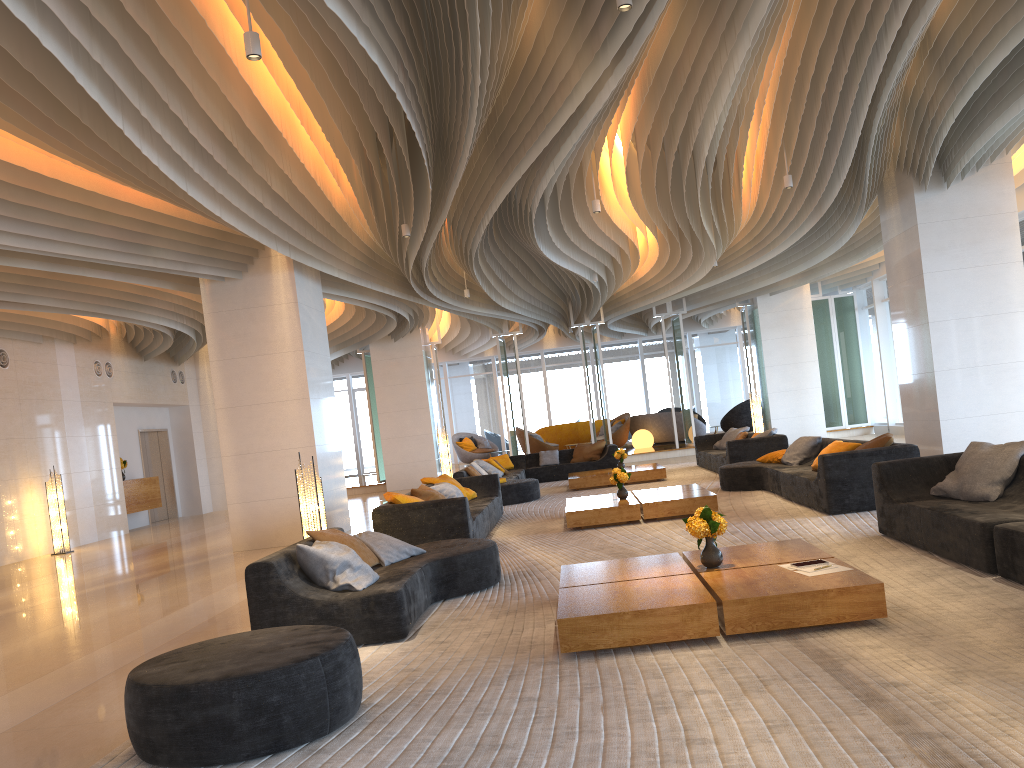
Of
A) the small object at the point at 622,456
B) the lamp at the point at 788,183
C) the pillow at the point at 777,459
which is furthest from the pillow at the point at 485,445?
the lamp at the point at 788,183

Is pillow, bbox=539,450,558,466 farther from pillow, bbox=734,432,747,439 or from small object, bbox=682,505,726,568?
small object, bbox=682,505,726,568

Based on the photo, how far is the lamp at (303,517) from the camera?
7.92m

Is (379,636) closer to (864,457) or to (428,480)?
(864,457)

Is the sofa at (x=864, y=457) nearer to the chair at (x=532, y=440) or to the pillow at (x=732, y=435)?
the pillow at (x=732, y=435)

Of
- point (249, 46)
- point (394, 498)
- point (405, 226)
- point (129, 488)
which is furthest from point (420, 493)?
point (129, 488)

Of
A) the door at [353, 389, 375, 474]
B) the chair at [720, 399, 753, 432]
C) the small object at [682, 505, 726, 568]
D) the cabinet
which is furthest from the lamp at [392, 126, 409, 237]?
the door at [353, 389, 375, 474]

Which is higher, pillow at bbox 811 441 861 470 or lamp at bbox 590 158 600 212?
lamp at bbox 590 158 600 212

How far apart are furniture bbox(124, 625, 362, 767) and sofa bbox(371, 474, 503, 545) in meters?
4.1

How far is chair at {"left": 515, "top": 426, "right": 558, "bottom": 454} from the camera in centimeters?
2329cm
